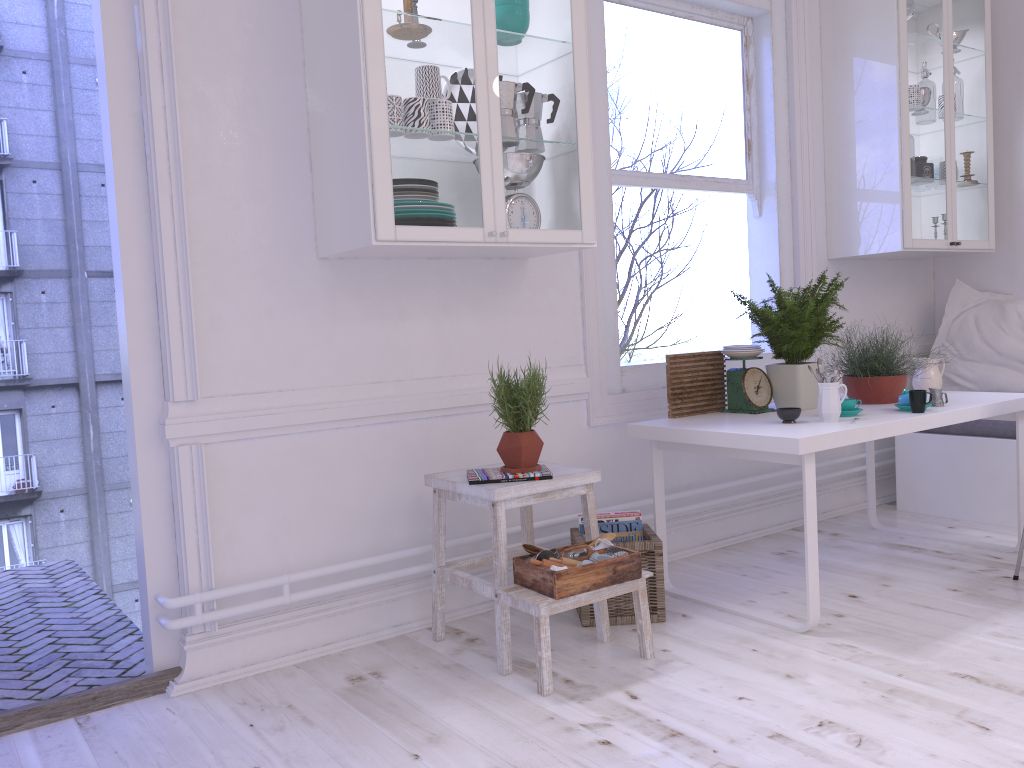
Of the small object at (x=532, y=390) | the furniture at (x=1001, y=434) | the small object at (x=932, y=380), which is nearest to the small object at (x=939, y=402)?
the small object at (x=932, y=380)

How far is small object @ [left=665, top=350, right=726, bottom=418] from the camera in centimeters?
327cm

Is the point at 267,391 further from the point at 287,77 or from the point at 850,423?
the point at 850,423

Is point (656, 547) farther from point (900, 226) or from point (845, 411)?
point (900, 226)

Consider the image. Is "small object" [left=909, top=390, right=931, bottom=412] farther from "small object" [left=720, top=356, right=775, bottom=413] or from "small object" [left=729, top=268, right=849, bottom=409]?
"small object" [left=720, top=356, right=775, bottom=413]

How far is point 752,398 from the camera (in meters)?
3.28

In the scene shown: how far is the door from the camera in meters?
2.5

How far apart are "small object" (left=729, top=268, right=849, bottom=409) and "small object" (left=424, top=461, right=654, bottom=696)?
0.9m

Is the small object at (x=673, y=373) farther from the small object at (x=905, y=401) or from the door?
the door

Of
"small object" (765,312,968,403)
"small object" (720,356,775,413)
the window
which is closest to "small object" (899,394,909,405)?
"small object" (765,312,968,403)
